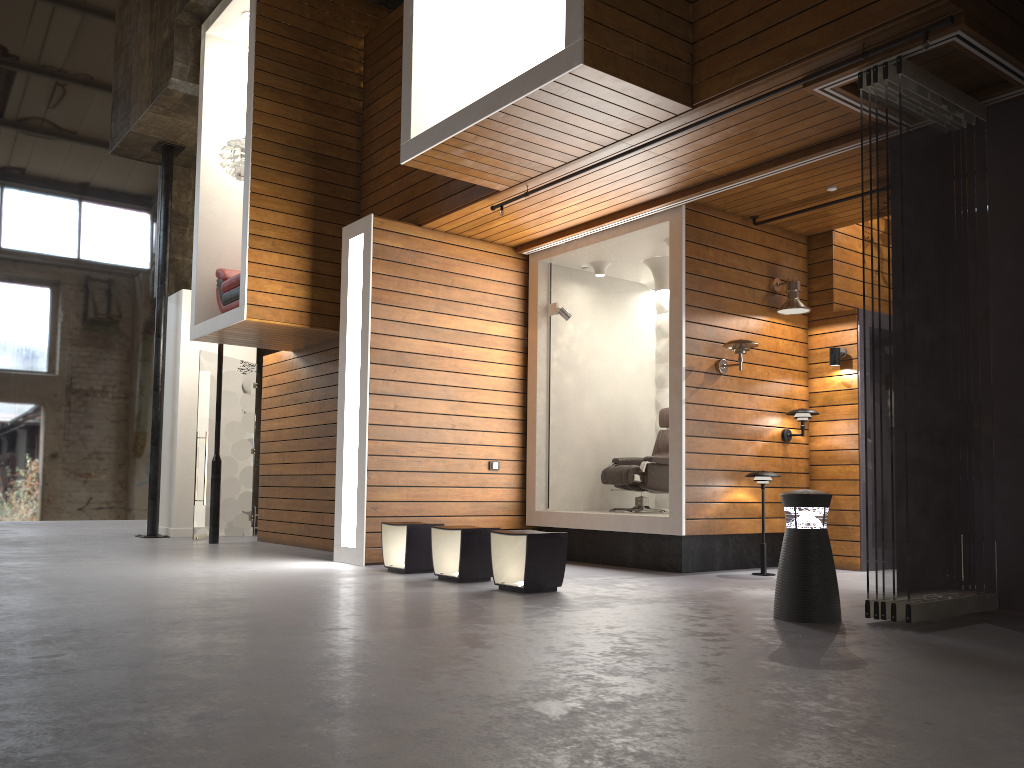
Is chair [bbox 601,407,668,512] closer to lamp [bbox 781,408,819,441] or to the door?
lamp [bbox 781,408,819,441]

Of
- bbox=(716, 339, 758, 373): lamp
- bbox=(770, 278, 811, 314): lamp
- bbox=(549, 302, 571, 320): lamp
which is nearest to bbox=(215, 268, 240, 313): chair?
bbox=(549, 302, 571, 320): lamp

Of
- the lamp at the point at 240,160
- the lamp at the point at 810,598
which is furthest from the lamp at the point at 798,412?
the lamp at the point at 240,160

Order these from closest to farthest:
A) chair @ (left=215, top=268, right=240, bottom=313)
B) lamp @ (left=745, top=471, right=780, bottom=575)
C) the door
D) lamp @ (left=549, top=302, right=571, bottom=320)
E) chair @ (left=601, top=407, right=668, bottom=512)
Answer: lamp @ (left=745, top=471, right=780, bottom=575), chair @ (left=601, top=407, right=668, bottom=512), lamp @ (left=549, top=302, right=571, bottom=320), chair @ (left=215, top=268, right=240, bottom=313), the door

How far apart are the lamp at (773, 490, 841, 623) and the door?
7.9 meters

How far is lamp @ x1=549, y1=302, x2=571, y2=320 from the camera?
8.7 meters

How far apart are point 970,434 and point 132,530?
11.3m

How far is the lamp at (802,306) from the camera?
7.7m

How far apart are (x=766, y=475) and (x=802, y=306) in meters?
1.6 m

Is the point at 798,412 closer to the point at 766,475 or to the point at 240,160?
the point at 766,475
